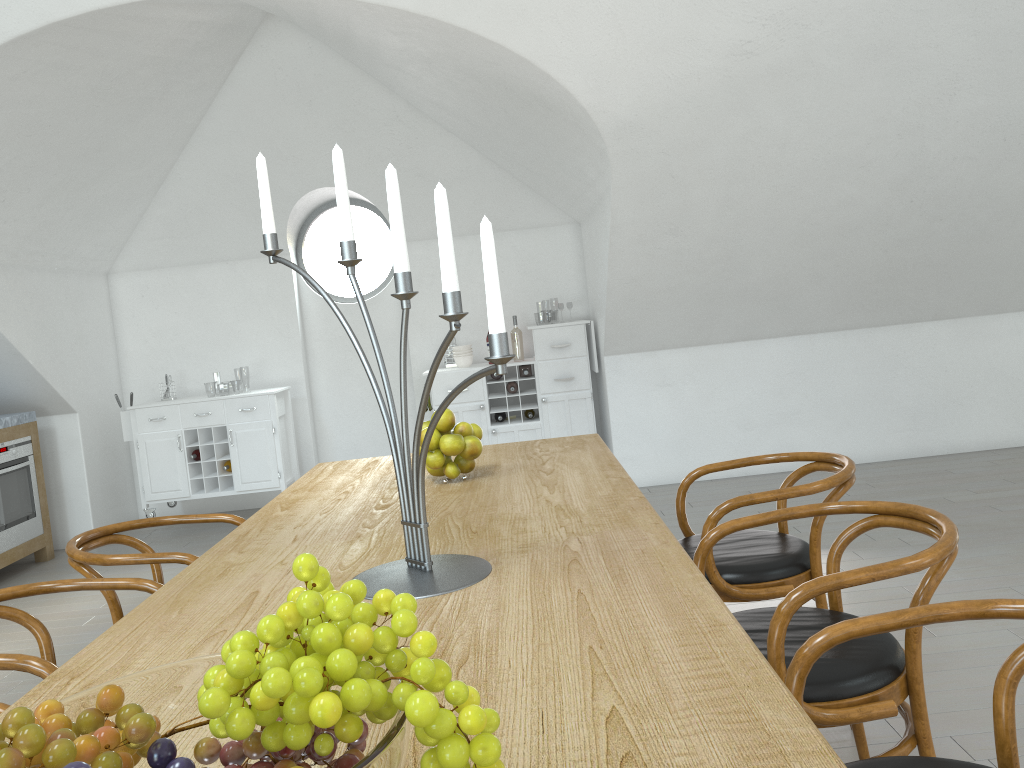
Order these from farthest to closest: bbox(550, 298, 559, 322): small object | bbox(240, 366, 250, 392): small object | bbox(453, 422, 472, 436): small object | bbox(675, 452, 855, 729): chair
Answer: bbox(240, 366, 250, 392): small object → bbox(550, 298, 559, 322): small object → bbox(453, 422, 472, 436): small object → bbox(675, 452, 855, 729): chair

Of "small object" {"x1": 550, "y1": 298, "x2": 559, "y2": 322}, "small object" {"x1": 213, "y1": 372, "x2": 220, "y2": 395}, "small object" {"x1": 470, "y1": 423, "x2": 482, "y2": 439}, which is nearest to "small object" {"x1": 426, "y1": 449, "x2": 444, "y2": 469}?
"small object" {"x1": 470, "y1": 423, "x2": 482, "y2": 439}

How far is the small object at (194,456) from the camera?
6.0m

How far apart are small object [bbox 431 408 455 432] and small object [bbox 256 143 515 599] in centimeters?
77cm

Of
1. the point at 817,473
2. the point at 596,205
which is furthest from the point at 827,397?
the point at 596,205

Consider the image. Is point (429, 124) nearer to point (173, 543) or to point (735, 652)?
point (173, 543)

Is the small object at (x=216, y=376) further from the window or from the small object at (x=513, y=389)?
the small object at (x=513, y=389)

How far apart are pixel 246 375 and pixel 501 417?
43.4m

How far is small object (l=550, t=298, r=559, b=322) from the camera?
43.9 meters

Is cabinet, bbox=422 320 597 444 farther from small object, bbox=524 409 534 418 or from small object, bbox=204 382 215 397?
small object, bbox=204 382 215 397
